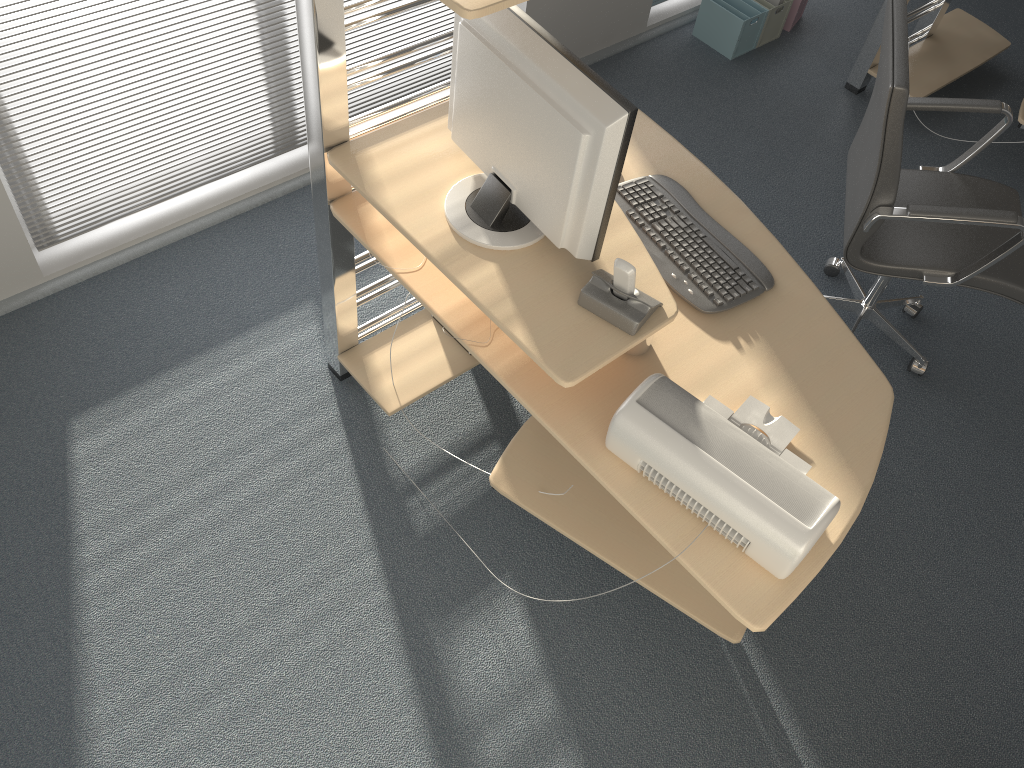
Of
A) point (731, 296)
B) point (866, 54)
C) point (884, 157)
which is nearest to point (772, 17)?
point (866, 54)

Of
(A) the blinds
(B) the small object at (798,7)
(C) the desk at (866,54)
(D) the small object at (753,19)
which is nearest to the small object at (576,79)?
(A) the blinds

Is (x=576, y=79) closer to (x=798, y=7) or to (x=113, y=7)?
(x=113, y=7)

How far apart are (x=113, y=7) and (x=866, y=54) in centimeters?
307cm

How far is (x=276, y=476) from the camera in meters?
2.5 m

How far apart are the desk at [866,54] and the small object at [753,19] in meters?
0.5

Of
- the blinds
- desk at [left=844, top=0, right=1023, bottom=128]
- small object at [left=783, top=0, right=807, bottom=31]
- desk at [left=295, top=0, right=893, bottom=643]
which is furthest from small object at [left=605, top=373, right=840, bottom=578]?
small object at [left=783, top=0, right=807, bottom=31]

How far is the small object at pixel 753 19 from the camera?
4.0m

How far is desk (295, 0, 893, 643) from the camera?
1.77m

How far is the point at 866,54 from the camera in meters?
3.9 m
